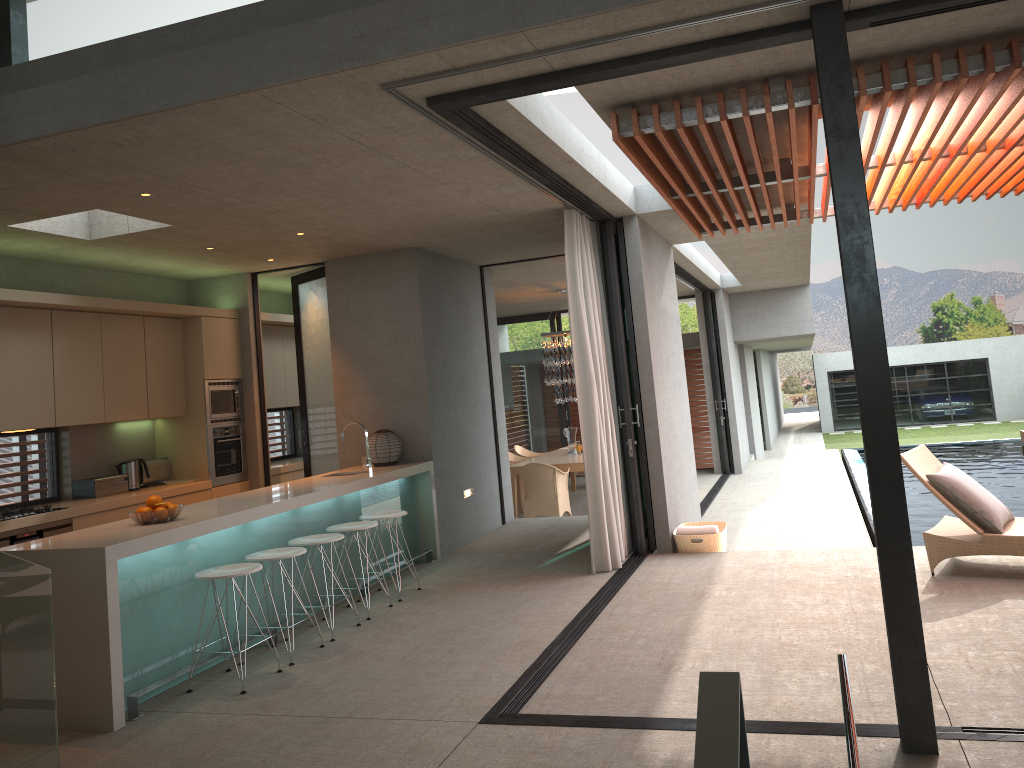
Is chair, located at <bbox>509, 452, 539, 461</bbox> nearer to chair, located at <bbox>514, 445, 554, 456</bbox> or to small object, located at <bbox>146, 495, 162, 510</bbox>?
chair, located at <bbox>514, 445, 554, 456</bbox>

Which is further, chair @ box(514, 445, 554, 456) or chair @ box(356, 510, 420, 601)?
chair @ box(514, 445, 554, 456)

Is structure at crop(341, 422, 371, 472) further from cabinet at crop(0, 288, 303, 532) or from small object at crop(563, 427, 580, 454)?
small object at crop(563, 427, 580, 454)

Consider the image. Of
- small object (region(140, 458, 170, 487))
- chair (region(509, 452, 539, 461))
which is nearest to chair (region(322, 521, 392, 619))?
small object (region(140, 458, 170, 487))

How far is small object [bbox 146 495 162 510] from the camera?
5.40m

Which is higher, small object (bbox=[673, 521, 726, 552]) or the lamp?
the lamp

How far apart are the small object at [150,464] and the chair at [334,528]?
2.8 meters

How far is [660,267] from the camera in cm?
883

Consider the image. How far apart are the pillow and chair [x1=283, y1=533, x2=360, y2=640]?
4.1m

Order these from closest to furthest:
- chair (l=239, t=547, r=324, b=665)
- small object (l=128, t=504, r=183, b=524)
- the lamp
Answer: small object (l=128, t=504, r=183, b=524)
chair (l=239, t=547, r=324, b=665)
the lamp
